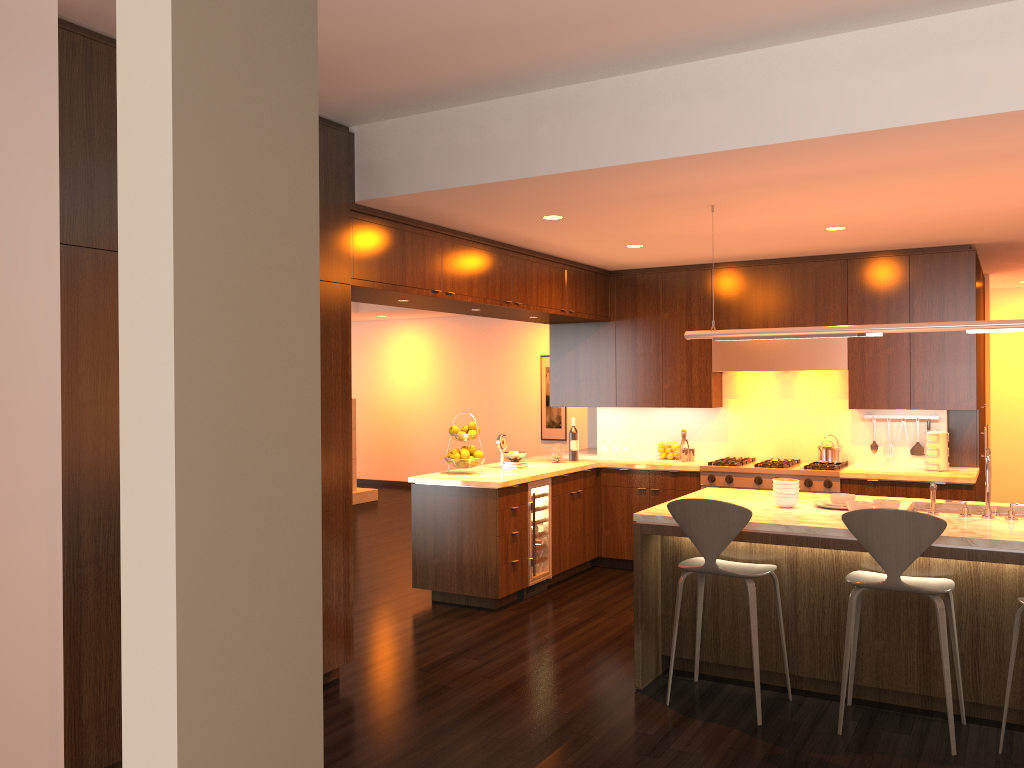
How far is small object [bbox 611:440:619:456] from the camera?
8.05m

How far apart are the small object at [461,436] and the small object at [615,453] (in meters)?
1.93

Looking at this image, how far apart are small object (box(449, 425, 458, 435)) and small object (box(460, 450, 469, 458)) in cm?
21

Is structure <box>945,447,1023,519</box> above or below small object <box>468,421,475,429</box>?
below

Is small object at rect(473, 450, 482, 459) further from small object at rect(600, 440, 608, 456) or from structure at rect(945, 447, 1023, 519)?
structure at rect(945, 447, 1023, 519)

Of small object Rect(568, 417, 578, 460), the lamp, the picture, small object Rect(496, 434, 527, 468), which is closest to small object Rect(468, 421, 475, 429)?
small object Rect(496, 434, 527, 468)

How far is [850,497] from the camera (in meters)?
4.72

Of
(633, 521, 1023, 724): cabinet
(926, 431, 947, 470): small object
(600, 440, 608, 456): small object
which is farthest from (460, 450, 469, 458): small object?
(926, 431, 947, 470): small object

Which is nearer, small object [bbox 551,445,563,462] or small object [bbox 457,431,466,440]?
small object [bbox 457,431,466,440]

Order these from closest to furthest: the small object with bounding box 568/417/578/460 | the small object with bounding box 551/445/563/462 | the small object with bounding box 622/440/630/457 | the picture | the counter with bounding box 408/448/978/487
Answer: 1. the counter with bounding box 408/448/978/487
2. the small object with bounding box 551/445/563/462
3. the small object with bounding box 568/417/578/460
4. the small object with bounding box 622/440/630/457
5. the picture
